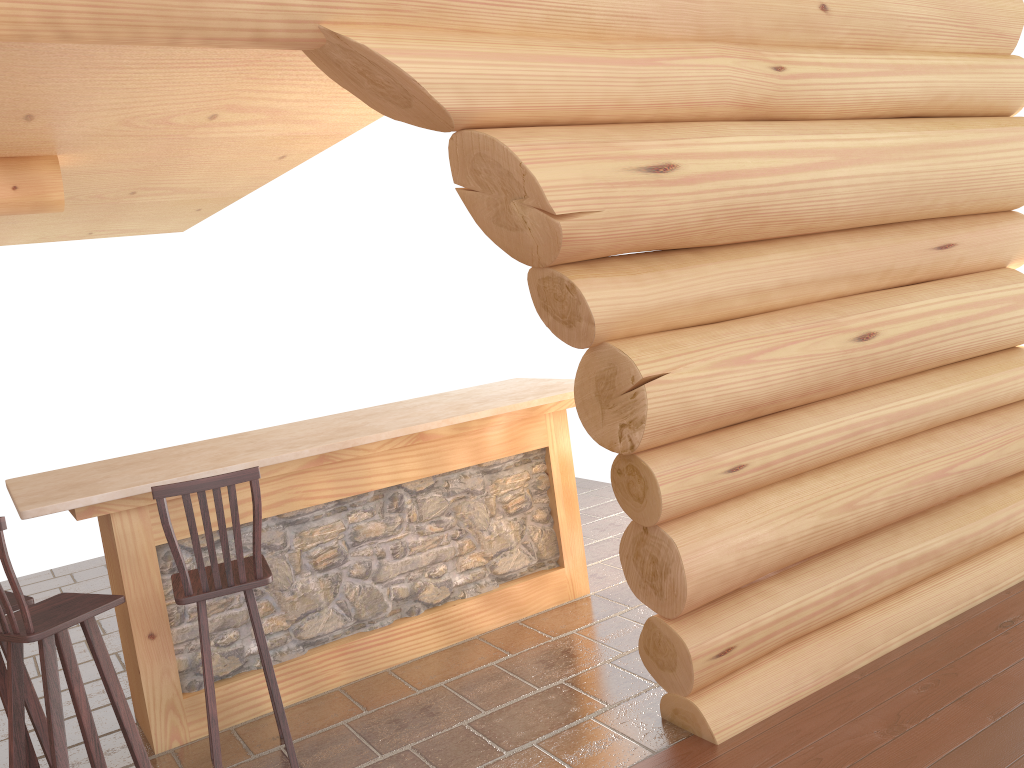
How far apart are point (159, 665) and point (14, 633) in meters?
0.8 m

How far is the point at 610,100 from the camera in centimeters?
337cm

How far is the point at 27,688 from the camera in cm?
382

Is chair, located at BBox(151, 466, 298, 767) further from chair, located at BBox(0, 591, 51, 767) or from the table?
chair, located at BBox(0, 591, 51, 767)

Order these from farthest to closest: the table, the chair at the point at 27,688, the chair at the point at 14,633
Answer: the table < the chair at the point at 27,688 < the chair at the point at 14,633

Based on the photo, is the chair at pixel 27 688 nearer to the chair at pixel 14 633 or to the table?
the chair at pixel 14 633

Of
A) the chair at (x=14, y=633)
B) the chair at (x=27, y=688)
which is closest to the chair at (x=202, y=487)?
the chair at (x=14, y=633)

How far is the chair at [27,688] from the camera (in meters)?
3.82

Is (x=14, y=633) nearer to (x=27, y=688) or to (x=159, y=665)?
(x=27, y=688)

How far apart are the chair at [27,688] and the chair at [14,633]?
0.14m
